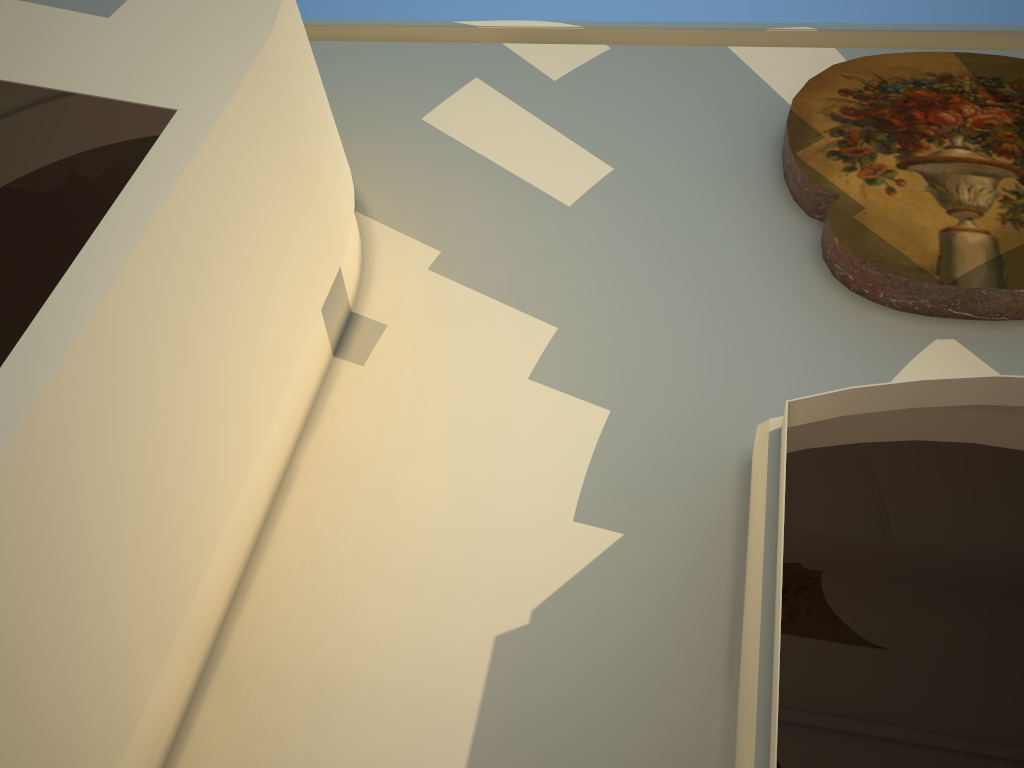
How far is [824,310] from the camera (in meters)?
3.14
